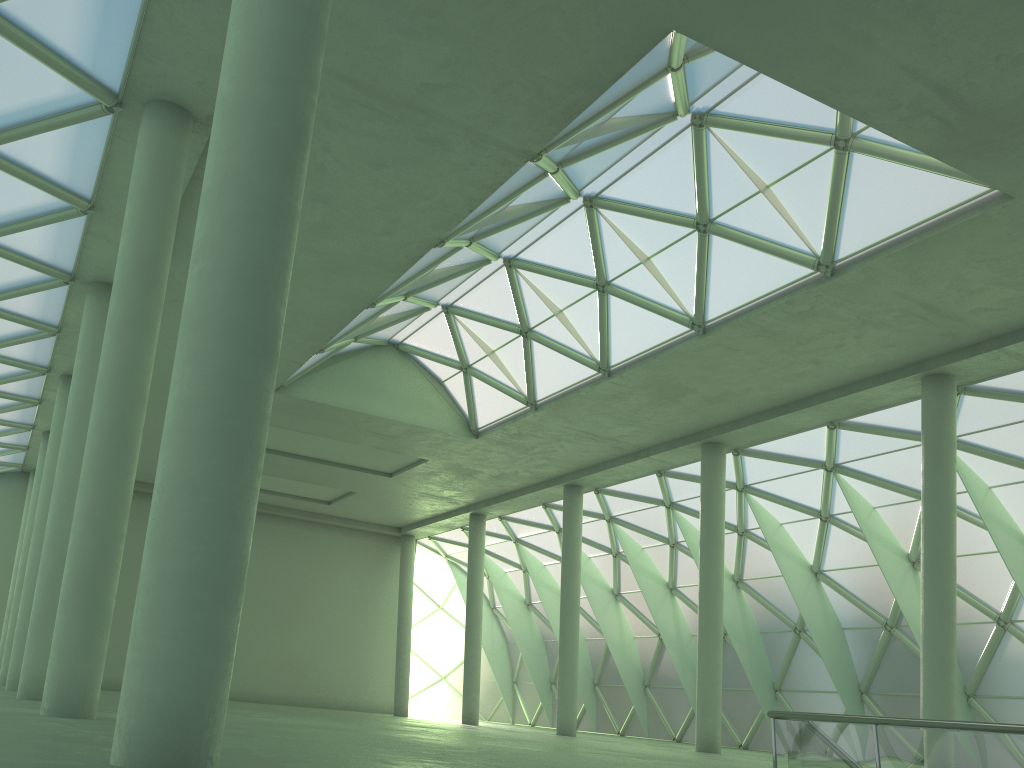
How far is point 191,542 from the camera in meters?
8.1
